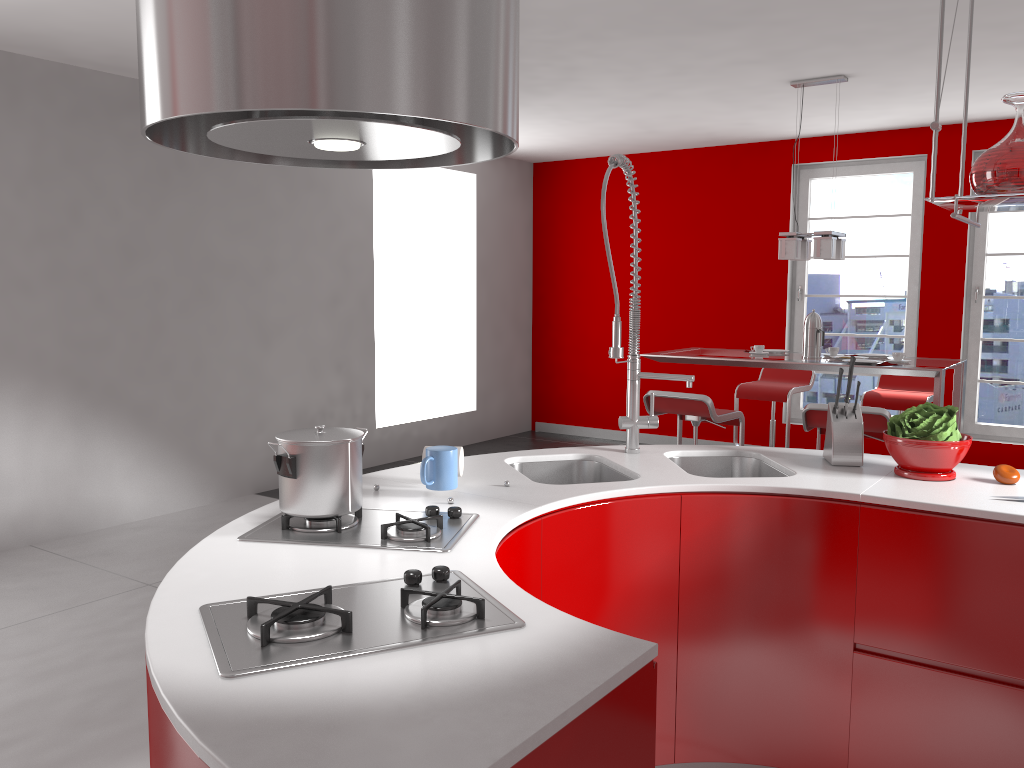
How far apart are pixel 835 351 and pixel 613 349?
3.1m

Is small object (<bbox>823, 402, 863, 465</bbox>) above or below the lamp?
below

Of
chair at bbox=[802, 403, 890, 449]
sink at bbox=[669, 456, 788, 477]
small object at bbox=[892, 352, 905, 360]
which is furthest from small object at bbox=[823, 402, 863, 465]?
small object at bbox=[892, 352, 905, 360]

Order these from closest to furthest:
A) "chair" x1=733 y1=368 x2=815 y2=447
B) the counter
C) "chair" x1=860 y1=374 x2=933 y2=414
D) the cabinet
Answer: the counter
the cabinet
"chair" x1=860 y1=374 x2=933 y2=414
"chair" x1=733 y1=368 x2=815 y2=447

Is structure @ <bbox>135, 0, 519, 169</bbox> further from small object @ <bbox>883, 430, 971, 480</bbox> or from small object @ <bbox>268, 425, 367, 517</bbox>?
small object @ <bbox>883, 430, 971, 480</bbox>

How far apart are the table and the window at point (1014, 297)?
1.7 meters

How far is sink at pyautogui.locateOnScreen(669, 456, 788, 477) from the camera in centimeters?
283cm

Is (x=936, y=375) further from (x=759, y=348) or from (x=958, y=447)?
(x=958, y=447)

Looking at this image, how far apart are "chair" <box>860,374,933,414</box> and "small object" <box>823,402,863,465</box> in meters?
3.2

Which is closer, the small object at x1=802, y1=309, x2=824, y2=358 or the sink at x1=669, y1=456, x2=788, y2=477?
the sink at x1=669, y1=456, x2=788, y2=477
